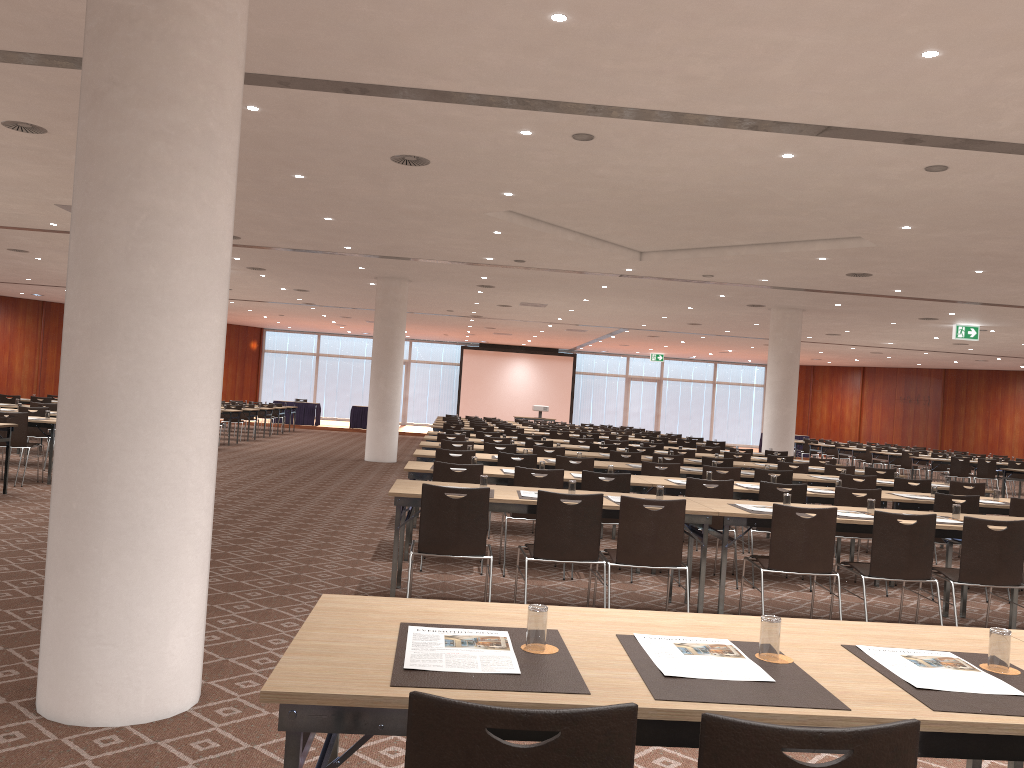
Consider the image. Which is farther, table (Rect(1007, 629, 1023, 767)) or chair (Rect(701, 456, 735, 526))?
chair (Rect(701, 456, 735, 526))

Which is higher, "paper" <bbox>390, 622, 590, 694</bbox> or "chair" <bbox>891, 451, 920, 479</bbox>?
"paper" <bbox>390, 622, 590, 694</bbox>

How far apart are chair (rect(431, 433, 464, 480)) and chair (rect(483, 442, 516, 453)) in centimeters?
209cm

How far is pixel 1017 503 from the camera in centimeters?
802cm

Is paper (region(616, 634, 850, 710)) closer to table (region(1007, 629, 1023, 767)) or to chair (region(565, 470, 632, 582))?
table (region(1007, 629, 1023, 767))

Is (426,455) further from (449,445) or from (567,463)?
(449,445)

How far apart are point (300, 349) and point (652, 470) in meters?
31.4

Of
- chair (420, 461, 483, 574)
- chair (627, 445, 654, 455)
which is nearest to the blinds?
chair (627, 445, 654, 455)

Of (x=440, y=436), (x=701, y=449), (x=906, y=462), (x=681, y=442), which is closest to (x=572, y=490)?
(x=440, y=436)

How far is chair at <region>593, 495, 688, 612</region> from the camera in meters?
5.7 m
